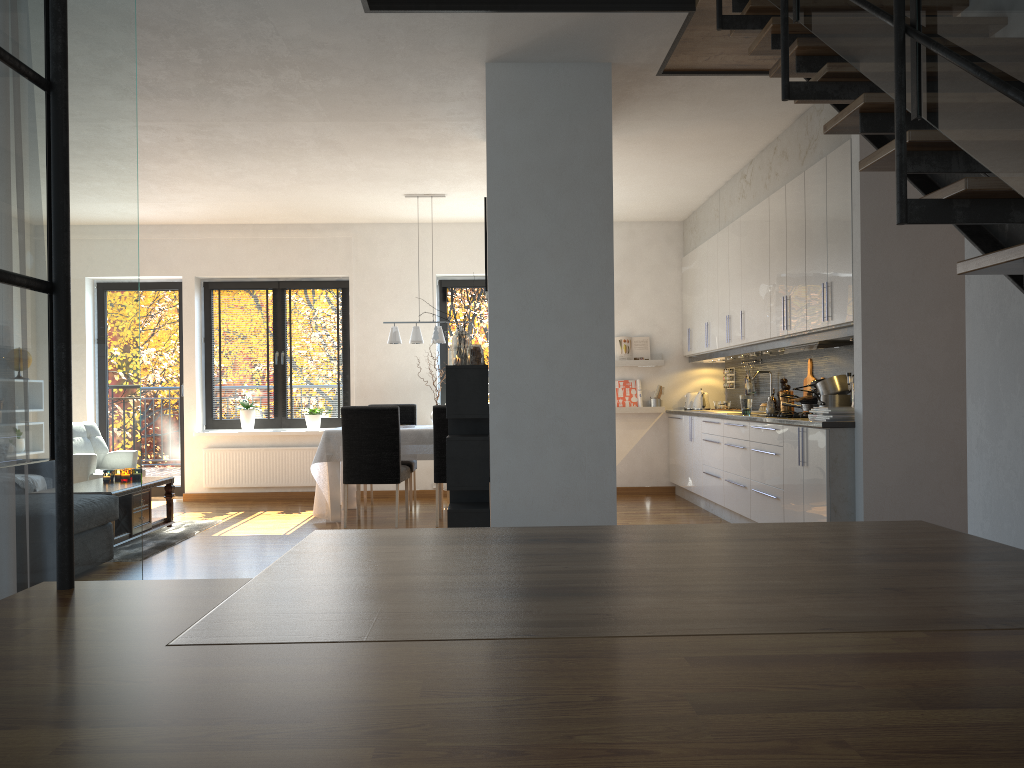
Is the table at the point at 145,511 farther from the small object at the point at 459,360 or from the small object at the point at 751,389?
the small object at the point at 751,389

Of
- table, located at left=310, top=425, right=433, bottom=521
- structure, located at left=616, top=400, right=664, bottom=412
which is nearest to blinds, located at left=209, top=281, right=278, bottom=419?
table, located at left=310, top=425, right=433, bottom=521

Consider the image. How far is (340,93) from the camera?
5.2m

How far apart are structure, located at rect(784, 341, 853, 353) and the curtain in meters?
4.5

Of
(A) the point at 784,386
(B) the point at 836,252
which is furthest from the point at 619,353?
(B) the point at 836,252

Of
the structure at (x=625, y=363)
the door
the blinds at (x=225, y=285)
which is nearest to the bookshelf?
the structure at (x=625, y=363)

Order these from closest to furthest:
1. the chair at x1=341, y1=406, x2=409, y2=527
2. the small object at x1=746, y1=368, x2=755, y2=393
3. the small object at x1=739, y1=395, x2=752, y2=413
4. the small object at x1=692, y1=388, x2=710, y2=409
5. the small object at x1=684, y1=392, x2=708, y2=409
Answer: the small object at x1=739, y1=395, x2=752, y2=413 < the chair at x1=341, y1=406, x2=409, y2=527 < the small object at x1=746, y1=368, x2=755, y2=393 < the small object at x1=692, y1=388, x2=710, y2=409 < the small object at x1=684, y1=392, x2=708, y2=409

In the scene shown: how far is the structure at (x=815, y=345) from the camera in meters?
5.6 m

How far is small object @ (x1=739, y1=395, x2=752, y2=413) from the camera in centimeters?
686cm

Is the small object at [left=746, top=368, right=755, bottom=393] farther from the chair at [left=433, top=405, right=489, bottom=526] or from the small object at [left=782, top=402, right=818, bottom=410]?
the chair at [left=433, top=405, right=489, bottom=526]
